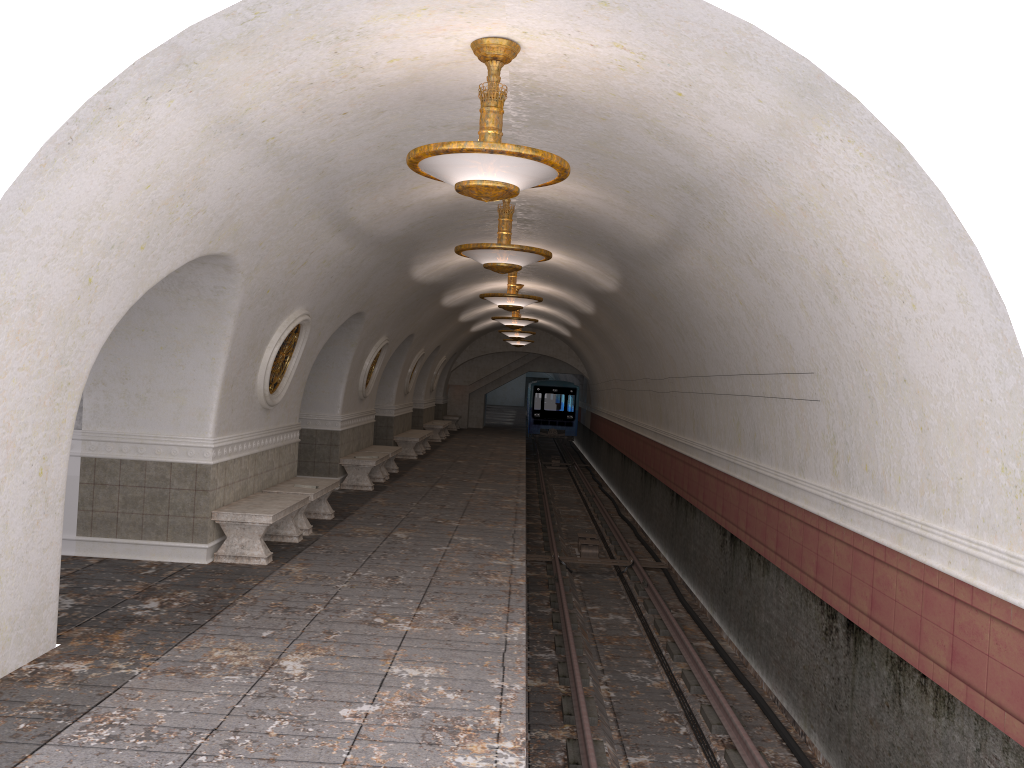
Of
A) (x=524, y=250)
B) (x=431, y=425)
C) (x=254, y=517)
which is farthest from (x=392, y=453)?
(x=431, y=425)

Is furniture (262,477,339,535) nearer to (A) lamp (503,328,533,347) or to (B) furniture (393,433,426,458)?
(B) furniture (393,433,426,458)

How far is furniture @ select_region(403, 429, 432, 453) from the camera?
23.7 meters

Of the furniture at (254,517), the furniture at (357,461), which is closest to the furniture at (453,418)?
the furniture at (357,461)

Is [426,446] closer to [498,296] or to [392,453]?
[392,453]

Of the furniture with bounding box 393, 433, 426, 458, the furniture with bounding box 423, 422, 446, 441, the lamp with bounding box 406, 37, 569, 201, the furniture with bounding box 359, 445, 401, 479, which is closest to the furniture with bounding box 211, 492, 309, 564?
the lamp with bounding box 406, 37, 569, 201

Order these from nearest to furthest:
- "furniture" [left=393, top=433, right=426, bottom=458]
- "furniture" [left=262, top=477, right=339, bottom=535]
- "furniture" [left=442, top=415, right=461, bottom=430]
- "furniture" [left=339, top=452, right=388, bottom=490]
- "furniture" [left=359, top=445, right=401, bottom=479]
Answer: "furniture" [left=262, top=477, right=339, bottom=535] < "furniture" [left=339, top=452, right=388, bottom=490] < "furniture" [left=359, top=445, right=401, bottom=479] < "furniture" [left=393, top=433, right=426, bottom=458] < "furniture" [left=442, top=415, right=461, bottom=430]

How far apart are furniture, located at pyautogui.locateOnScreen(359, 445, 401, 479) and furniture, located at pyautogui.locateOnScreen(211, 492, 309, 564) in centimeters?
641cm

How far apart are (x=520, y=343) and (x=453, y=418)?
6.01m

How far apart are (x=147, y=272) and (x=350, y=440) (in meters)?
9.61
